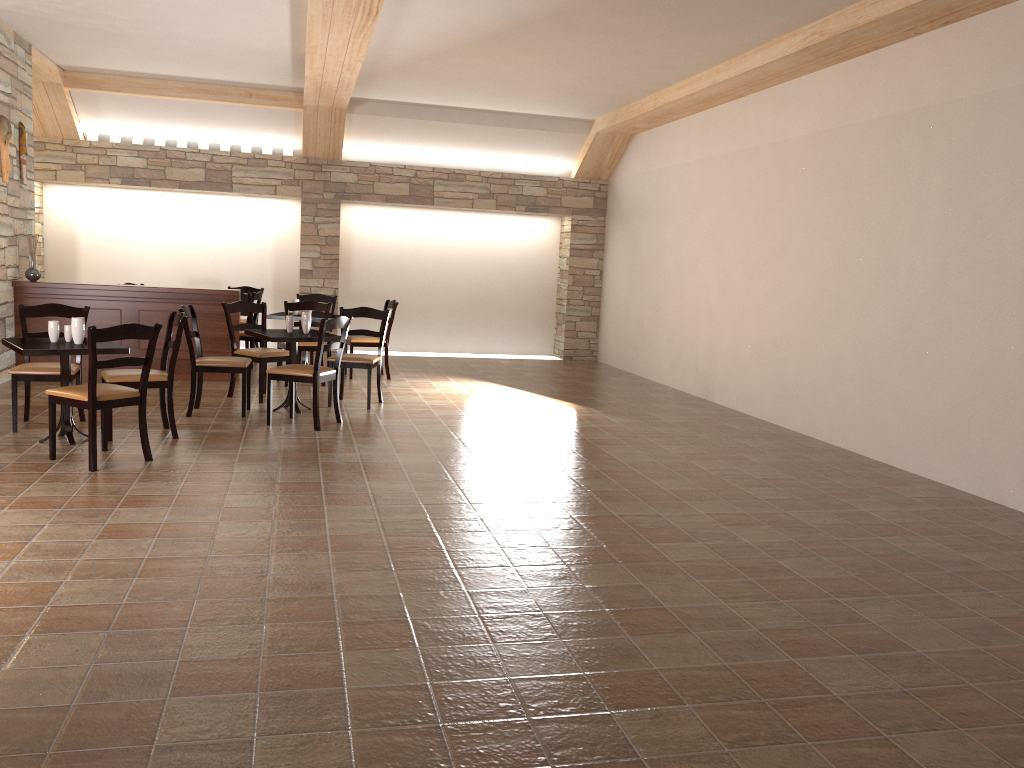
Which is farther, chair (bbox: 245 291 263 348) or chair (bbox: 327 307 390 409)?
chair (bbox: 245 291 263 348)

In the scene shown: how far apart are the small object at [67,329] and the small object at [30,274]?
3.07m

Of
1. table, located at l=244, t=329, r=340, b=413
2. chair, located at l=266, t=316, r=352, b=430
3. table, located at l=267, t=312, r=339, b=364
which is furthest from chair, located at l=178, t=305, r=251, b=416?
table, located at l=267, t=312, r=339, b=364

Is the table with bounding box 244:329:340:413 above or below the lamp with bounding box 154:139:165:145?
below

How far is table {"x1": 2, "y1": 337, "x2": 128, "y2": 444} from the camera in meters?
5.4

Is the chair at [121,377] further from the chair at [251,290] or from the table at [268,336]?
the chair at [251,290]

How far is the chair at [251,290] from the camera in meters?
11.4

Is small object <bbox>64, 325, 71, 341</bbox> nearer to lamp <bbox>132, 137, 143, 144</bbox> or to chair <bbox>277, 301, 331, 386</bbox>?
chair <bbox>277, 301, 331, 386</bbox>

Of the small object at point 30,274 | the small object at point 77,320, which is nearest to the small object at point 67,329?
the small object at point 77,320

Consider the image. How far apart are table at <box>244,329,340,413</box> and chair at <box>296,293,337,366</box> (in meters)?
2.88
